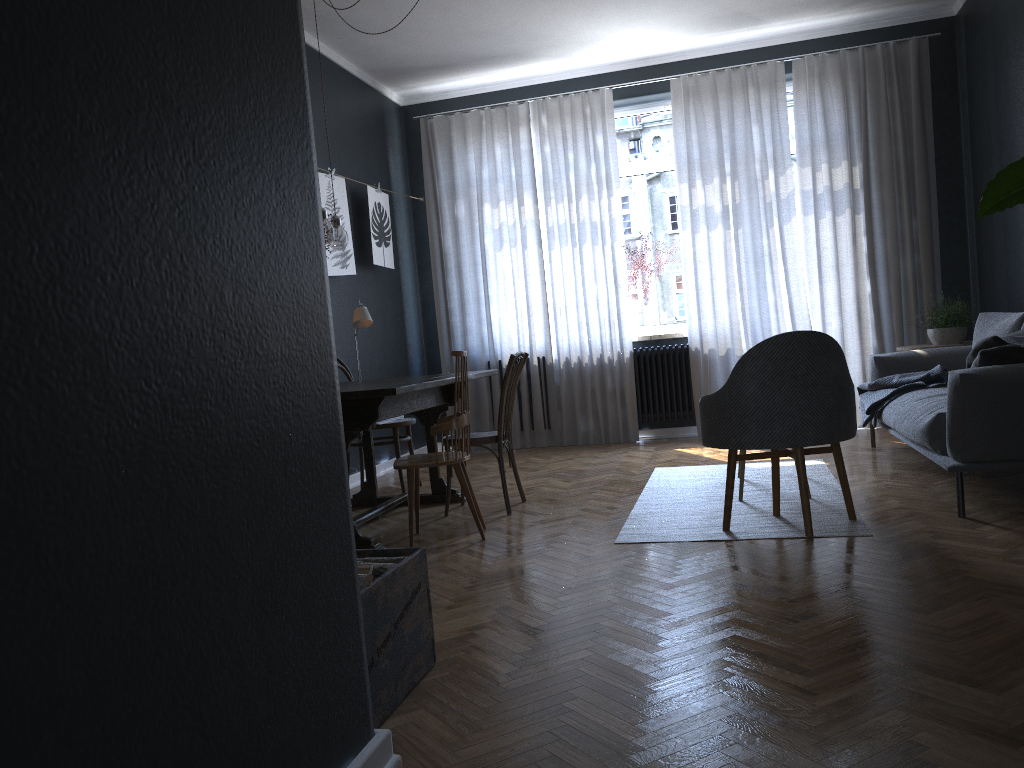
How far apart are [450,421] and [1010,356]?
2.3 meters

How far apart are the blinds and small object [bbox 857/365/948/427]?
1.2 meters

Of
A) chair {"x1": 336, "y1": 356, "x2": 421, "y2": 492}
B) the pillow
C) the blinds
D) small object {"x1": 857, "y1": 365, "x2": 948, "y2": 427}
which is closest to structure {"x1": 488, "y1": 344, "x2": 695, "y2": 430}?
the blinds

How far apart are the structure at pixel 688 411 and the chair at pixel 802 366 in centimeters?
311cm

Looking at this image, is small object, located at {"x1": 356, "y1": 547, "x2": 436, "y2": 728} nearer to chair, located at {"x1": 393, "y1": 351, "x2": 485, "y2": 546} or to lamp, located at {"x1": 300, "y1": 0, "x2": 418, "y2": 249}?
chair, located at {"x1": 393, "y1": 351, "x2": 485, "y2": 546}

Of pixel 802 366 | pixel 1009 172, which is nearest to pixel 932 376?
pixel 802 366

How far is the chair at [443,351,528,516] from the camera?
4.5 meters

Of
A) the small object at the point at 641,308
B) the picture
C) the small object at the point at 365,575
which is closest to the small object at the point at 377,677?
the small object at the point at 365,575

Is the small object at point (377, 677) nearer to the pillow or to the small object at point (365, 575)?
the small object at point (365, 575)

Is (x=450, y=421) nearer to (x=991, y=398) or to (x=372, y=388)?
(x=372, y=388)
